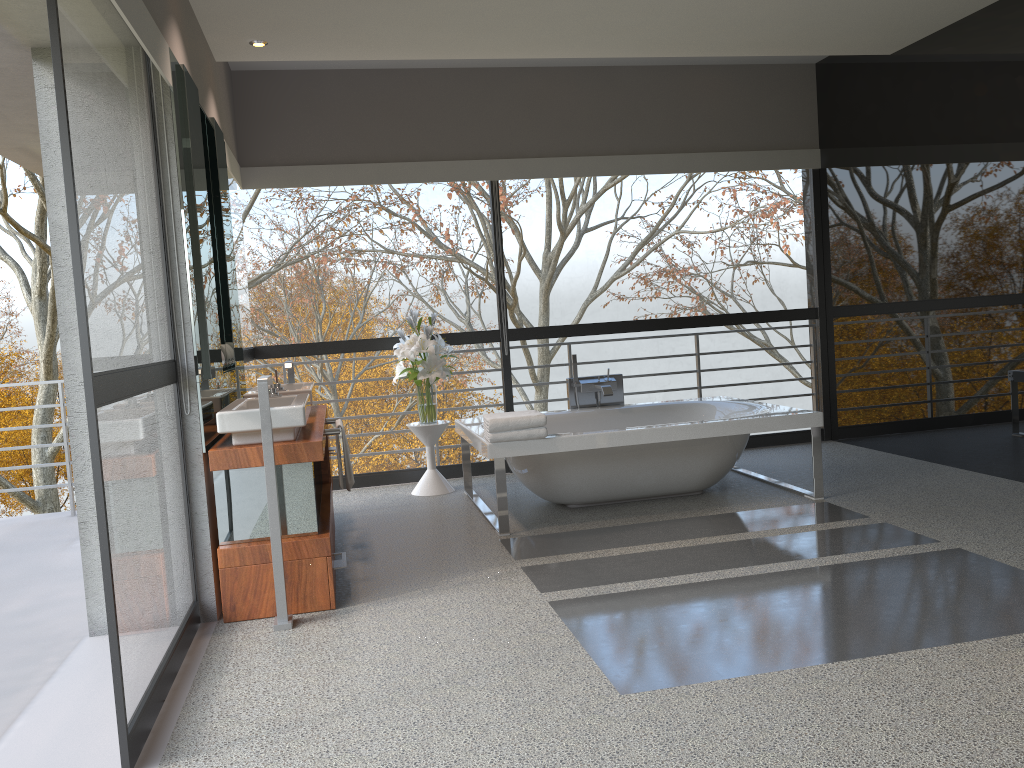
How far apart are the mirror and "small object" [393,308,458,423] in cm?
113

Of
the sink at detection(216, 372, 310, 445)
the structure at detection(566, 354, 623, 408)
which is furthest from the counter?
the structure at detection(566, 354, 623, 408)

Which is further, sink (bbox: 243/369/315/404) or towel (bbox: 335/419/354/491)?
sink (bbox: 243/369/315/404)

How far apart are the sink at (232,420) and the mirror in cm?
7

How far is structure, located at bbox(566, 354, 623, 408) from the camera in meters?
6.1

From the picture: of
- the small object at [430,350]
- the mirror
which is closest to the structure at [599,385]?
the small object at [430,350]

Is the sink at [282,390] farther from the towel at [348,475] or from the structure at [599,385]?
the structure at [599,385]

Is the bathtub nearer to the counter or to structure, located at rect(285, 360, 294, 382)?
the counter

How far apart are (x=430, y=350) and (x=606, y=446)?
1.60m

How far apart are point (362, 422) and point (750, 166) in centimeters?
3294cm
